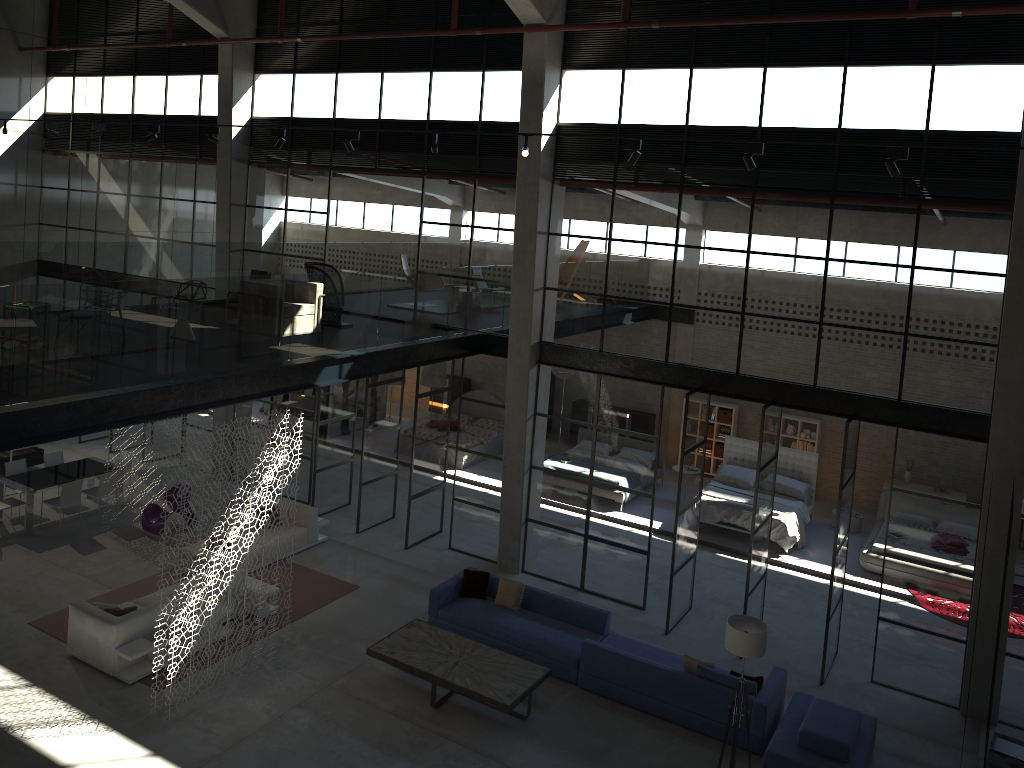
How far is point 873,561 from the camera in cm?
1569

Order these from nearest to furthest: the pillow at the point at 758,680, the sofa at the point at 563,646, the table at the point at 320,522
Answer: the pillow at the point at 758,680, the sofa at the point at 563,646, the table at the point at 320,522

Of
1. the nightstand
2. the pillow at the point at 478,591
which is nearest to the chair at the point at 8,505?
the pillow at the point at 478,591

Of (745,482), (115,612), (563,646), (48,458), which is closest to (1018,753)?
(563,646)

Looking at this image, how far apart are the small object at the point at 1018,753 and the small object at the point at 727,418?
10.86m

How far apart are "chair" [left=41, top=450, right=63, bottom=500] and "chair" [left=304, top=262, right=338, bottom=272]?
6.4 meters

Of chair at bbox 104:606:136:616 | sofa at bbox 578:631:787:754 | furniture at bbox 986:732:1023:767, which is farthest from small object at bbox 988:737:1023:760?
chair at bbox 104:606:136:616

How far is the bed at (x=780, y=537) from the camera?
16.37m

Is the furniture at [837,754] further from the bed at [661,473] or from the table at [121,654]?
the bed at [661,473]

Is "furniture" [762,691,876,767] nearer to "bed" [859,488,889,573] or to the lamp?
the lamp
